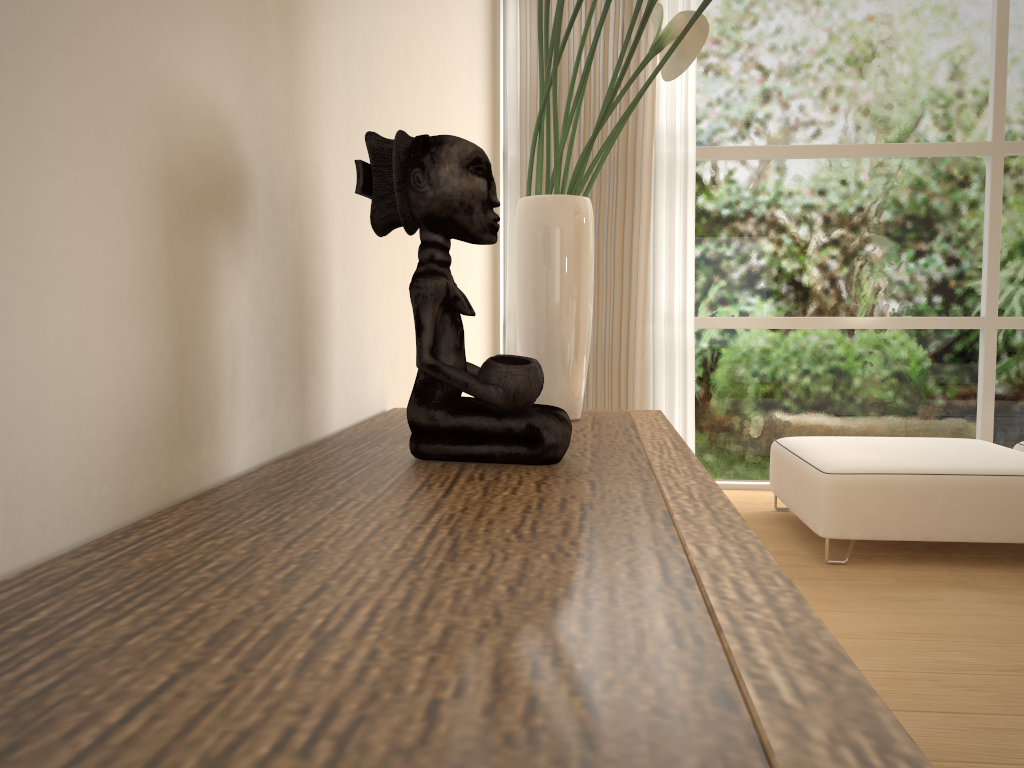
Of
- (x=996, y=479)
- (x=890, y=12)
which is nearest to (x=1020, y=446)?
(x=996, y=479)

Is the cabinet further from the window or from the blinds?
the window

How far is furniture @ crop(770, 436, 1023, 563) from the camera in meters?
3.0

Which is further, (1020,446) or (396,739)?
(1020,446)

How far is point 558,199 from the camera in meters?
1.6 m

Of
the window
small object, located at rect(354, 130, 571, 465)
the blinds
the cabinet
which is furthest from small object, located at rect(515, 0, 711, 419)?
the window

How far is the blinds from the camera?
4.2m

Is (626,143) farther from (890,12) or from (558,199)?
(558,199)

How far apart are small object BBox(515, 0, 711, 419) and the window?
2.7m

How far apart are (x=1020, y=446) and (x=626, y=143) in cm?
219
